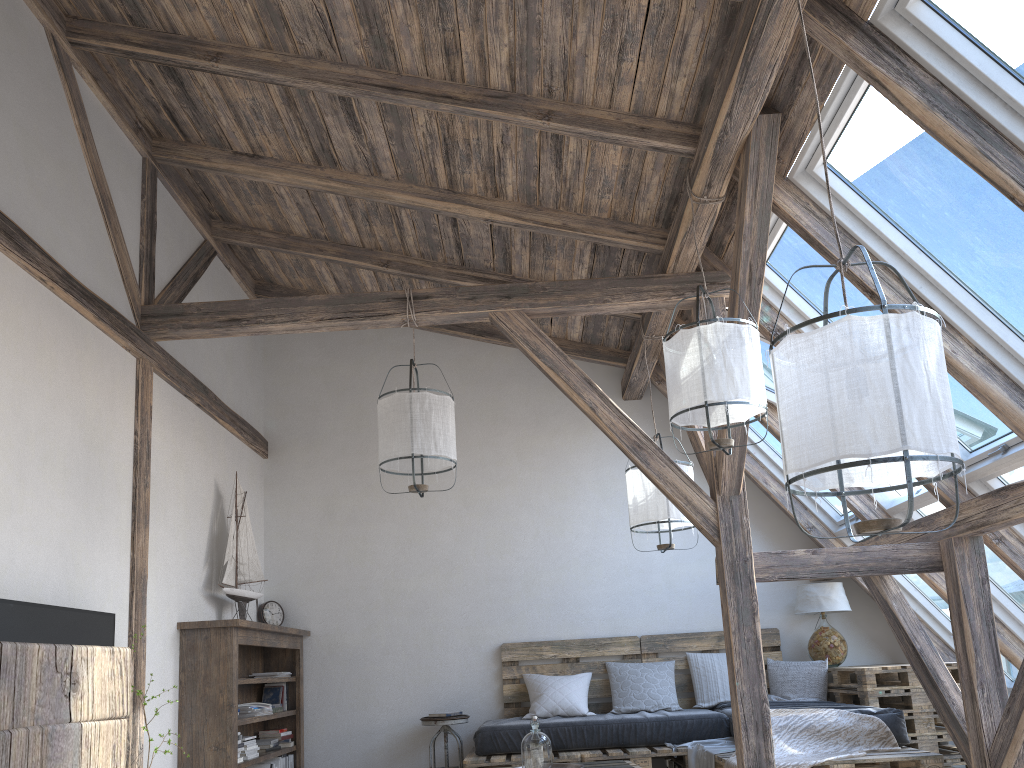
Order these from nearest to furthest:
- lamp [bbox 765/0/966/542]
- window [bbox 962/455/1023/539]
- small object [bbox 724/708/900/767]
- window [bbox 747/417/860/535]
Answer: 1. lamp [bbox 765/0/966/542]
2. window [bbox 962/455/1023/539]
3. small object [bbox 724/708/900/767]
4. window [bbox 747/417/860/535]

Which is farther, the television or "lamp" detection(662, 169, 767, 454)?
"lamp" detection(662, 169, 767, 454)

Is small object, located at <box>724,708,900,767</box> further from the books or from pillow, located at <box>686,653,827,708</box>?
the books

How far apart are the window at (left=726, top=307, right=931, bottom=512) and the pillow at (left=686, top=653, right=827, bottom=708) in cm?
127

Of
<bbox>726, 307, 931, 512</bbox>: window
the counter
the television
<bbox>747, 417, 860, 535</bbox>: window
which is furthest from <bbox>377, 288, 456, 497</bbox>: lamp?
the counter

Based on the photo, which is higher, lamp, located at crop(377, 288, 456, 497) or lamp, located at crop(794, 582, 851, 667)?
lamp, located at crop(377, 288, 456, 497)

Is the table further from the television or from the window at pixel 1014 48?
the television

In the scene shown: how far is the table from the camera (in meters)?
5.14

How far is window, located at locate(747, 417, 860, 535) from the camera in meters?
6.1

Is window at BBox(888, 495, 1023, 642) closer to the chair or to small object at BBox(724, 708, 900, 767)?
small object at BBox(724, 708, 900, 767)
